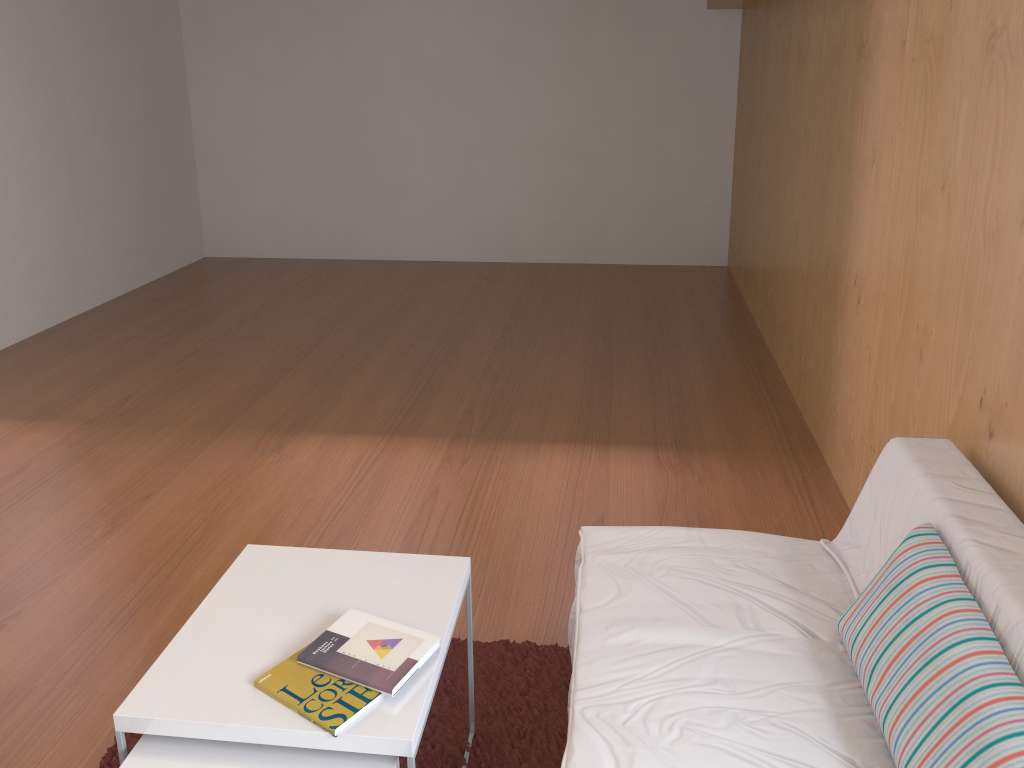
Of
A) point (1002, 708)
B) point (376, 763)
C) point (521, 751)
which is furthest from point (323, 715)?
point (1002, 708)

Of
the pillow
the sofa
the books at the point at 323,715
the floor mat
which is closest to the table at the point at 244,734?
the books at the point at 323,715

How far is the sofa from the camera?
1.5 meters

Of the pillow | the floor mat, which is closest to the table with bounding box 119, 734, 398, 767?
the floor mat

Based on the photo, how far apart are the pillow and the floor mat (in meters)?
0.67

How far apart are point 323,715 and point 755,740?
0.7 meters

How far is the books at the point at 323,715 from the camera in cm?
141

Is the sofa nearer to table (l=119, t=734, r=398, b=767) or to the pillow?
Result: the pillow

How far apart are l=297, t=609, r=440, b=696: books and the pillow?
0.76m

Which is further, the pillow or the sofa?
the sofa
